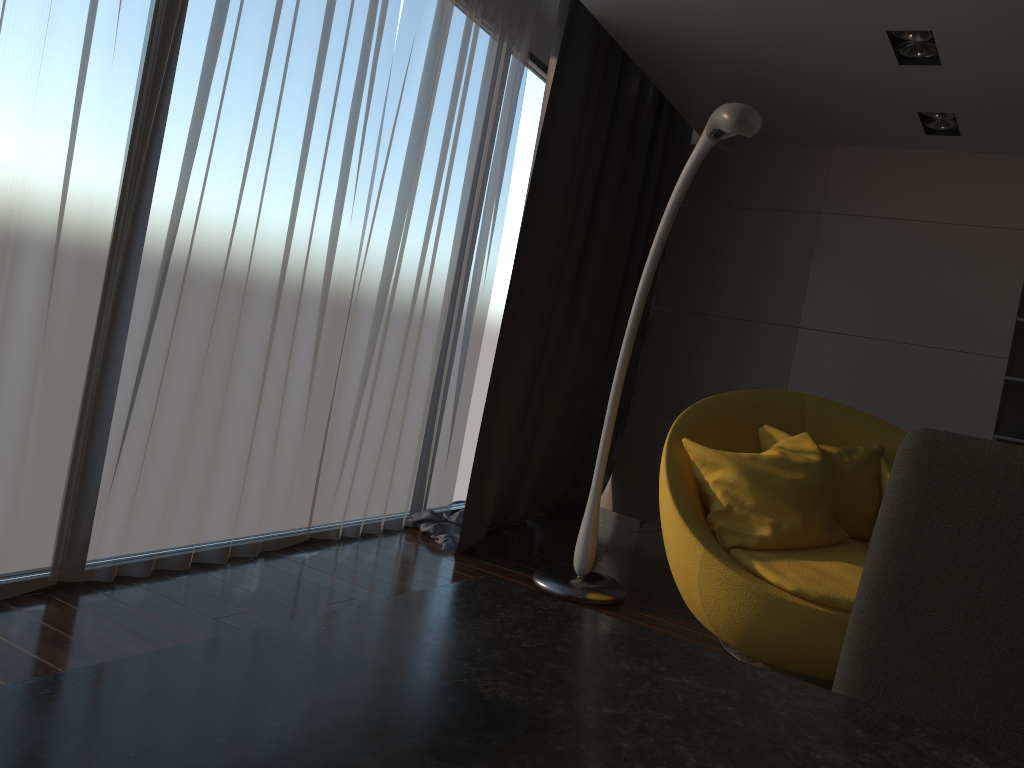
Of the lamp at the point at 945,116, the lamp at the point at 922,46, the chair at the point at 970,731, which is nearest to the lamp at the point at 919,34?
the lamp at the point at 922,46

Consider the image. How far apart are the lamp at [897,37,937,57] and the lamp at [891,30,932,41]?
0.09m

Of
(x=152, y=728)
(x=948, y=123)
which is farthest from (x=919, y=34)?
(x=152, y=728)

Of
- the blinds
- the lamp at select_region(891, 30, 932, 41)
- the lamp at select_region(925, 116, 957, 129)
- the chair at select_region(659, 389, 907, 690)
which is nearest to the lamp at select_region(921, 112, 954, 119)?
the lamp at select_region(925, 116, 957, 129)

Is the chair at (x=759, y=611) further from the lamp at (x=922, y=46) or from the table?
the table

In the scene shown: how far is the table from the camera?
0.43m

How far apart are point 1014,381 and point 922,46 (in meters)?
1.94

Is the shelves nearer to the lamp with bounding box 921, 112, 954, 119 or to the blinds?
the lamp with bounding box 921, 112, 954, 119

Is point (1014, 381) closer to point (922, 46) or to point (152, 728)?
point (922, 46)

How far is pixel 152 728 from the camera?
0.43m
